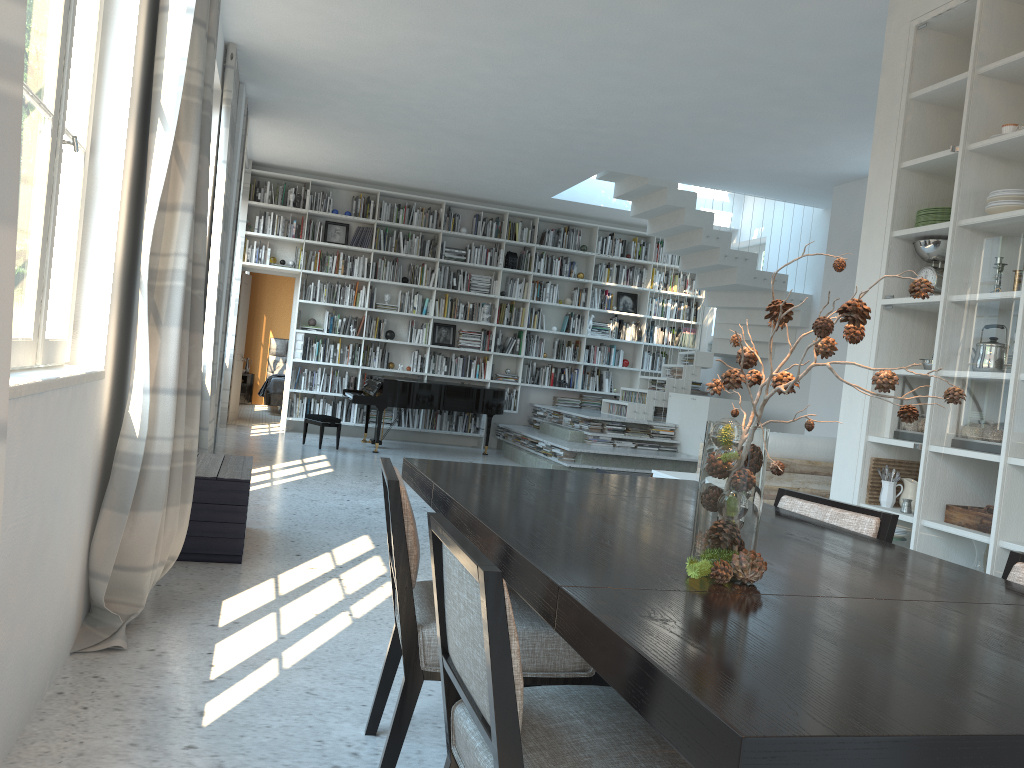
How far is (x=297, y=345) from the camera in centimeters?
1092cm

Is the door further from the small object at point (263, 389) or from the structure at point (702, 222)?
the structure at point (702, 222)

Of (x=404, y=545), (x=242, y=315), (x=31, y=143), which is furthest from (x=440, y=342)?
(x=404, y=545)

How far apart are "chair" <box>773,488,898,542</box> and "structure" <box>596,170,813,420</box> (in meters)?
6.97

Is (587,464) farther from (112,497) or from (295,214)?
(112,497)

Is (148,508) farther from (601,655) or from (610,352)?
(610,352)

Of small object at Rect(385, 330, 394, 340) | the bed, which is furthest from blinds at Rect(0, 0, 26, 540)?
the bed

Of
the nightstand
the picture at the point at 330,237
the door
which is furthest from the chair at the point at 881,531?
the nightstand

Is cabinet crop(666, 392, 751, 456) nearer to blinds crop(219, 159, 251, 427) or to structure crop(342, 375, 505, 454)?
structure crop(342, 375, 505, 454)

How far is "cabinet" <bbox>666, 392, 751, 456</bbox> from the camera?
9.5 meters
